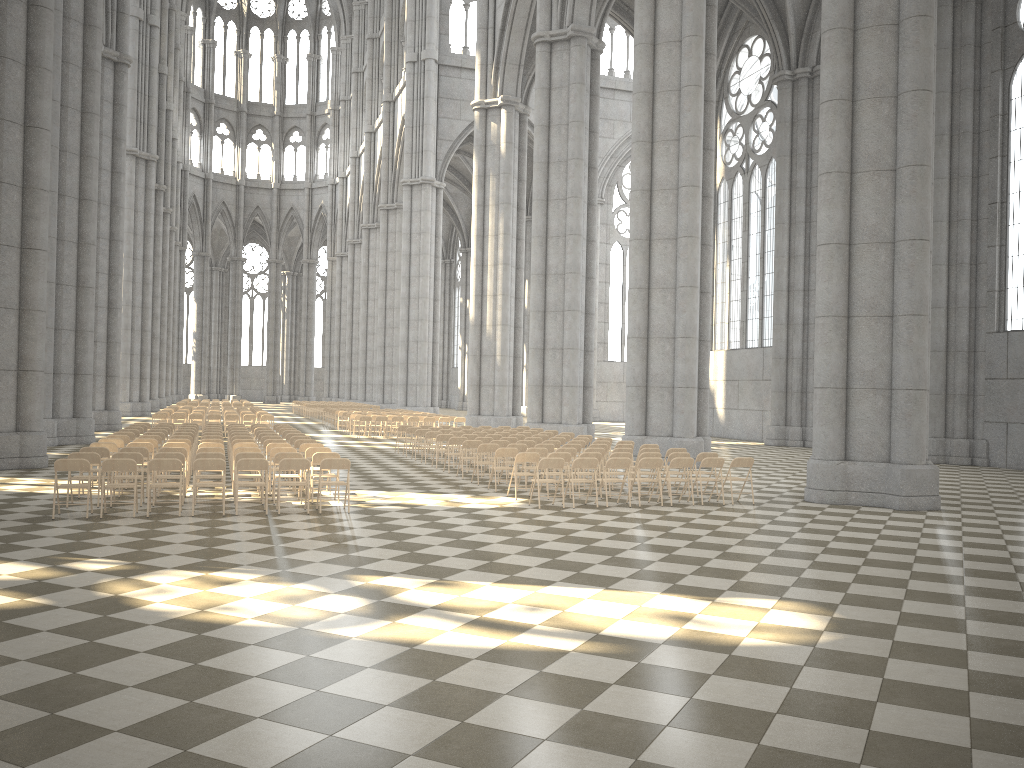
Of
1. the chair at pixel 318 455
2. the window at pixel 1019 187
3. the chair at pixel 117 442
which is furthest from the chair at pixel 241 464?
the window at pixel 1019 187

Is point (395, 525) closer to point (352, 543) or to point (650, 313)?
point (352, 543)

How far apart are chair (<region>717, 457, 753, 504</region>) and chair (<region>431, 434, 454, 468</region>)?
7.7 meters

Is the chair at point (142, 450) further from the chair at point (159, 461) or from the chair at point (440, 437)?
the chair at point (440, 437)

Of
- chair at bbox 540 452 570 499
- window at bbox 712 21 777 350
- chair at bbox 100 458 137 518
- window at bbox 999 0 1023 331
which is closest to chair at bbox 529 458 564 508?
chair at bbox 540 452 570 499

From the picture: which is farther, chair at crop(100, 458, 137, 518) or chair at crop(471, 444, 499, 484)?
chair at crop(471, 444, 499, 484)

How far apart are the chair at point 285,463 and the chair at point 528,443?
6.82m

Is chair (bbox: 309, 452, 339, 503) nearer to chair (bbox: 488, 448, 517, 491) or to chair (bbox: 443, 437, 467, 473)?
chair (bbox: 488, 448, 517, 491)

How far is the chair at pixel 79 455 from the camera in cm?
1297

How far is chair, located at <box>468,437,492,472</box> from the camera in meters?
19.7 m
